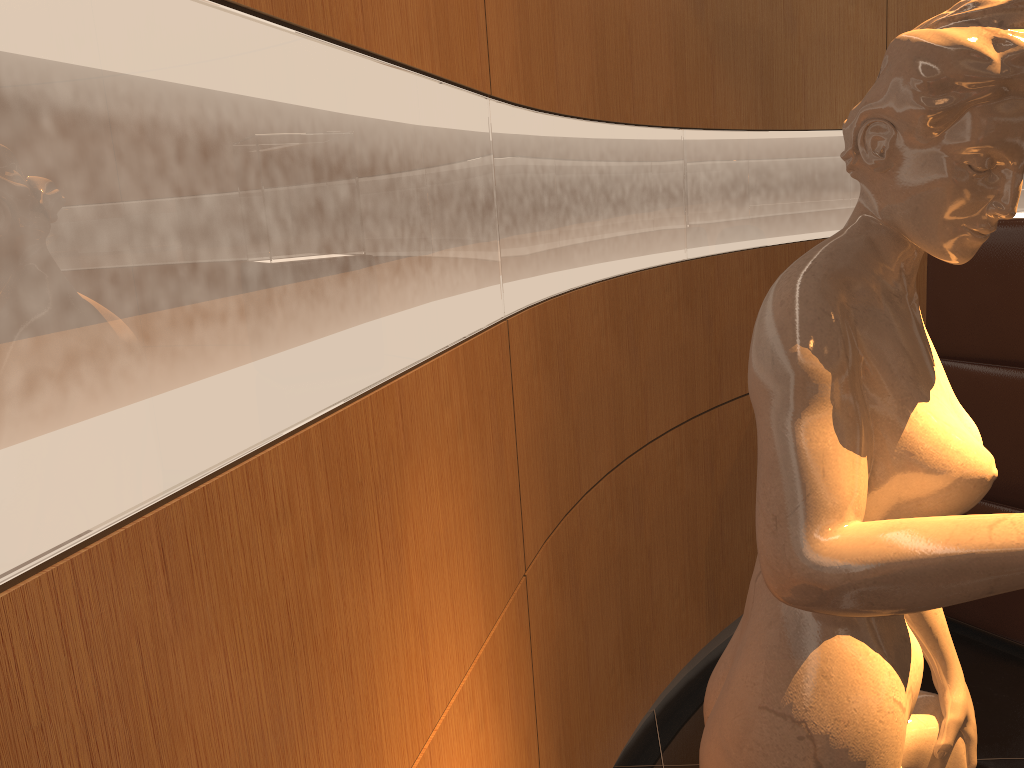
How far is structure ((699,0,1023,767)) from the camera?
0.8 meters

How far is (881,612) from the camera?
0.83m

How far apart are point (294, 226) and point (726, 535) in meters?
2.6 m

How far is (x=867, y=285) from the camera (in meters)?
0.95

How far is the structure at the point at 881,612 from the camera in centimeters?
83cm

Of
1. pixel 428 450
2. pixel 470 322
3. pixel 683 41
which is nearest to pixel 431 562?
pixel 428 450
